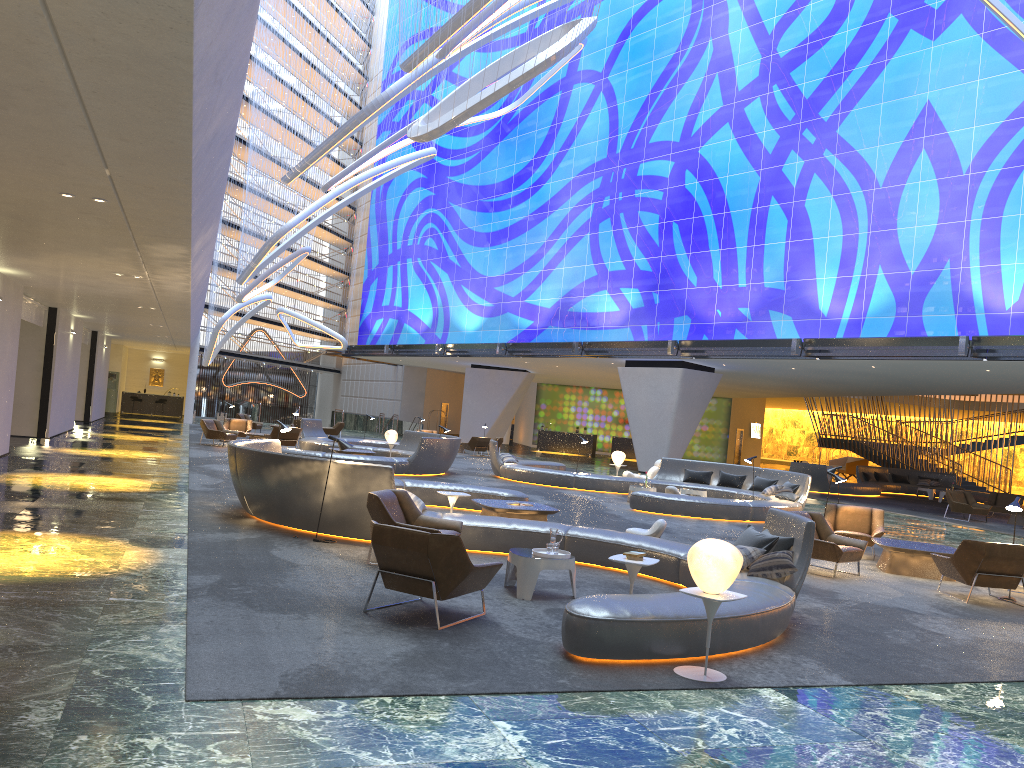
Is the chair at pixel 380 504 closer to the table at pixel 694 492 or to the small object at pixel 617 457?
the table at pixel 694 492

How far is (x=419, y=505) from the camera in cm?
1079

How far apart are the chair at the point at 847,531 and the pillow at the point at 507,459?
10.6 meters

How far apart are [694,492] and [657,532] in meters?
8.5

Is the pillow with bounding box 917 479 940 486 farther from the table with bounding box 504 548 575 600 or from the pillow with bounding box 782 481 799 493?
the table with bounding box 504 548 575 600

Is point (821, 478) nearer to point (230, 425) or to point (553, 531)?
point (230, 425)

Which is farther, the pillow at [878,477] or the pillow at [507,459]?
the pillow at [878,477]

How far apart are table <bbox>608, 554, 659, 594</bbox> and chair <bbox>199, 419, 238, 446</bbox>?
20.6 meters

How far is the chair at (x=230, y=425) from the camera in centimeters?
2914cm

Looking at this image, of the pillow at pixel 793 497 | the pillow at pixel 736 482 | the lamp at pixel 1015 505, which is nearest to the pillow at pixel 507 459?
the pillow at pixel 736 482
